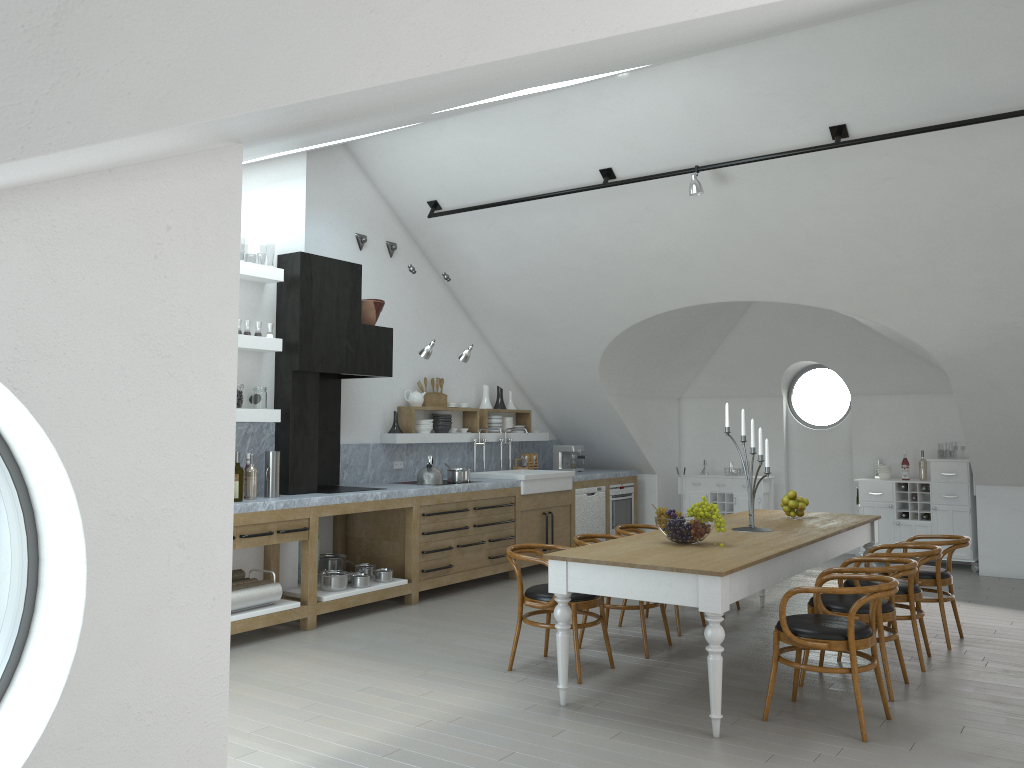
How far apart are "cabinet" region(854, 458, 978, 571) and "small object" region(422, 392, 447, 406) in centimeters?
475cm

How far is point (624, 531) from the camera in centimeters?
664cm

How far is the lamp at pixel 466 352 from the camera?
8.3 meters

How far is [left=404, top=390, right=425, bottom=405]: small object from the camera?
8.8m

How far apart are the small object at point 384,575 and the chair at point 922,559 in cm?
355

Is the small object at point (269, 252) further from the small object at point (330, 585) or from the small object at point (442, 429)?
the small object at point (330, 585)

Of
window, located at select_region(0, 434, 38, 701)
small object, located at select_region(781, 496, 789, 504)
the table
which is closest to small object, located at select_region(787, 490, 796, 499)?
small object, located at select_region(781, 496, 789, 504)

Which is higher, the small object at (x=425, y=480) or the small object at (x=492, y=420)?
the small object at (x=492, y=420)

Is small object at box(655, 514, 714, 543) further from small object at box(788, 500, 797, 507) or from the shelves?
the shelves

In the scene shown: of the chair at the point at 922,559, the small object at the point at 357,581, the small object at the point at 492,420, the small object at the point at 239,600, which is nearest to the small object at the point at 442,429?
the small object at the point at 492,420
